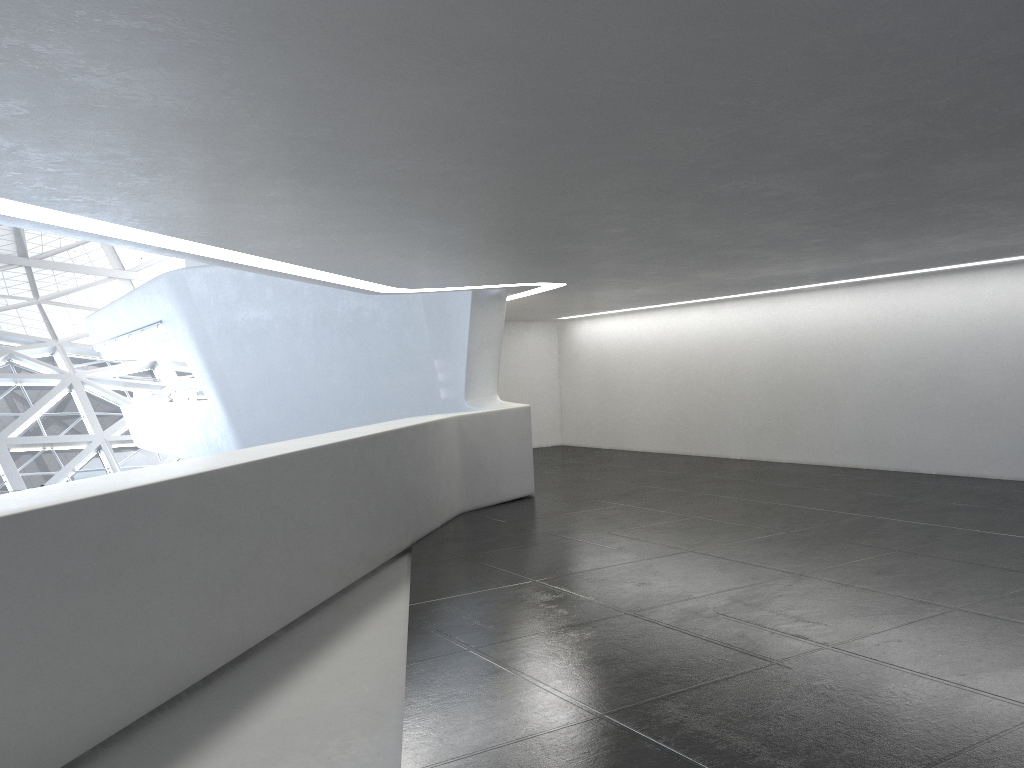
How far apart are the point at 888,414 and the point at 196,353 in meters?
18.6
